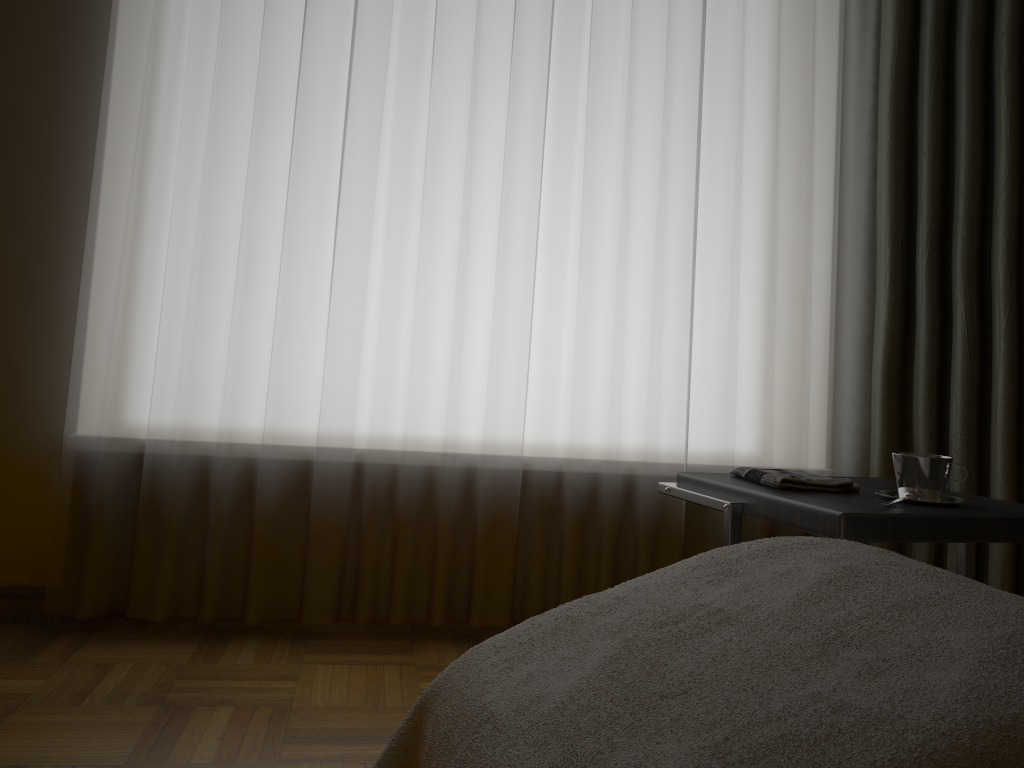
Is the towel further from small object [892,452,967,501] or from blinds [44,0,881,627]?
blinds [44,0,881,627]

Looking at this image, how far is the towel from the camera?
1.6 meters

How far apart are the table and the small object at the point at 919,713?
0.2m

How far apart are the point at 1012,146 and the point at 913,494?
1.24m

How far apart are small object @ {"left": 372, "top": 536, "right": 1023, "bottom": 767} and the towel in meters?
0.5

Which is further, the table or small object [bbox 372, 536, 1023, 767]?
the table

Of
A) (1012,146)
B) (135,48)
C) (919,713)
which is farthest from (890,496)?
(135,48)

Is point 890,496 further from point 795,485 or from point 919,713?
point 919,713

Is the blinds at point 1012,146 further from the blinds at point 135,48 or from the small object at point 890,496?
the small object at point 890,496

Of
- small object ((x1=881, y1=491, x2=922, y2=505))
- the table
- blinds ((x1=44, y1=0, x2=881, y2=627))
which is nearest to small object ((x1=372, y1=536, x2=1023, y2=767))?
the table
